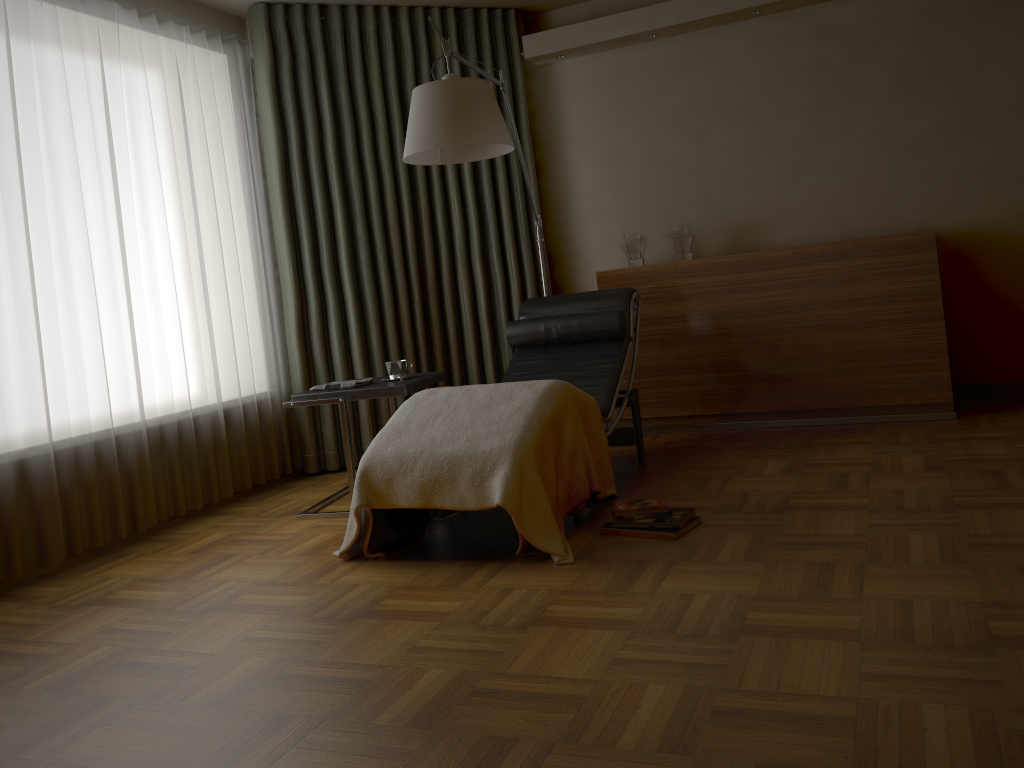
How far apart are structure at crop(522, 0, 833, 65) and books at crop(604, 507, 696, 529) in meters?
2.8 m

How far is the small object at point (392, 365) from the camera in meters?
3.8

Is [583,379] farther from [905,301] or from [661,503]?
[905,301]

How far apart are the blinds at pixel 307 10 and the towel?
0.9 meters

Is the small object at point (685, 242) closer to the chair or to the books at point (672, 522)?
the chair

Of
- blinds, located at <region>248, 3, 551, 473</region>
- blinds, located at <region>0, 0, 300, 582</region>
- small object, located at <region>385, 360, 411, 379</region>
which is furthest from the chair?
blinds, located at <region>0, 0, 300, 582</region>

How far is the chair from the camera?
3.9m

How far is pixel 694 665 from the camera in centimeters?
196cm

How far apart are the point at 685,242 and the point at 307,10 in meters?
2.3

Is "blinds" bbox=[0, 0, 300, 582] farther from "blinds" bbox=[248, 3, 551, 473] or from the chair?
the chair
